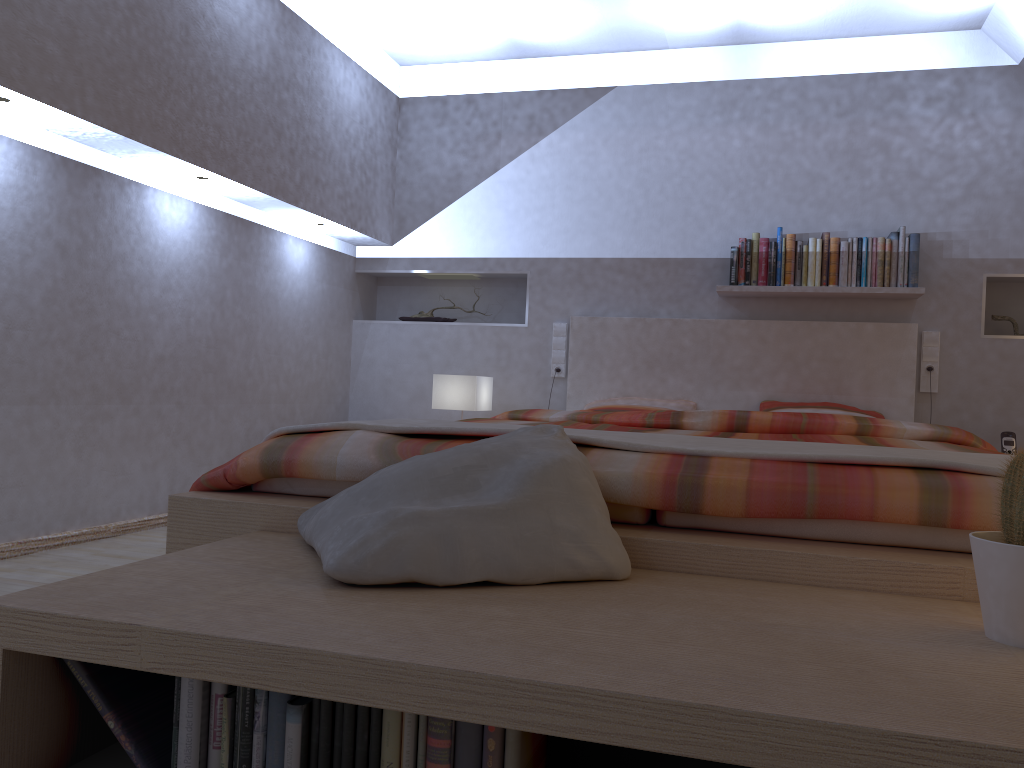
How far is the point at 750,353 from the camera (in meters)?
4.31

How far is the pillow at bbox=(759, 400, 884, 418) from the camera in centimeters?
405cm

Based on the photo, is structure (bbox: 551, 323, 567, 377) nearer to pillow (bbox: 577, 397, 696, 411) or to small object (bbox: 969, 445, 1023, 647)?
pillow (bbox: 577, 397, 696, 411)

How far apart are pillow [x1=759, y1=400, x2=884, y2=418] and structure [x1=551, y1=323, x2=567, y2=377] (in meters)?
1.04

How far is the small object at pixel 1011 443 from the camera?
3.9m

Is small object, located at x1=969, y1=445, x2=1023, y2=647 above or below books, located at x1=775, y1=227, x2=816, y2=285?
below

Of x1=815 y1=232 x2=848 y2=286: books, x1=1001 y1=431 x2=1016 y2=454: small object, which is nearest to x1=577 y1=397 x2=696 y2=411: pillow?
x1=815 y1=232 x2=848 y2=286: books

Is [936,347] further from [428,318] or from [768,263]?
[428,318]

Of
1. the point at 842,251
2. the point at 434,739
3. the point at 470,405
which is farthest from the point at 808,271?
the point at 434,739

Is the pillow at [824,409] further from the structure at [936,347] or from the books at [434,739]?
the books at [434,739]
